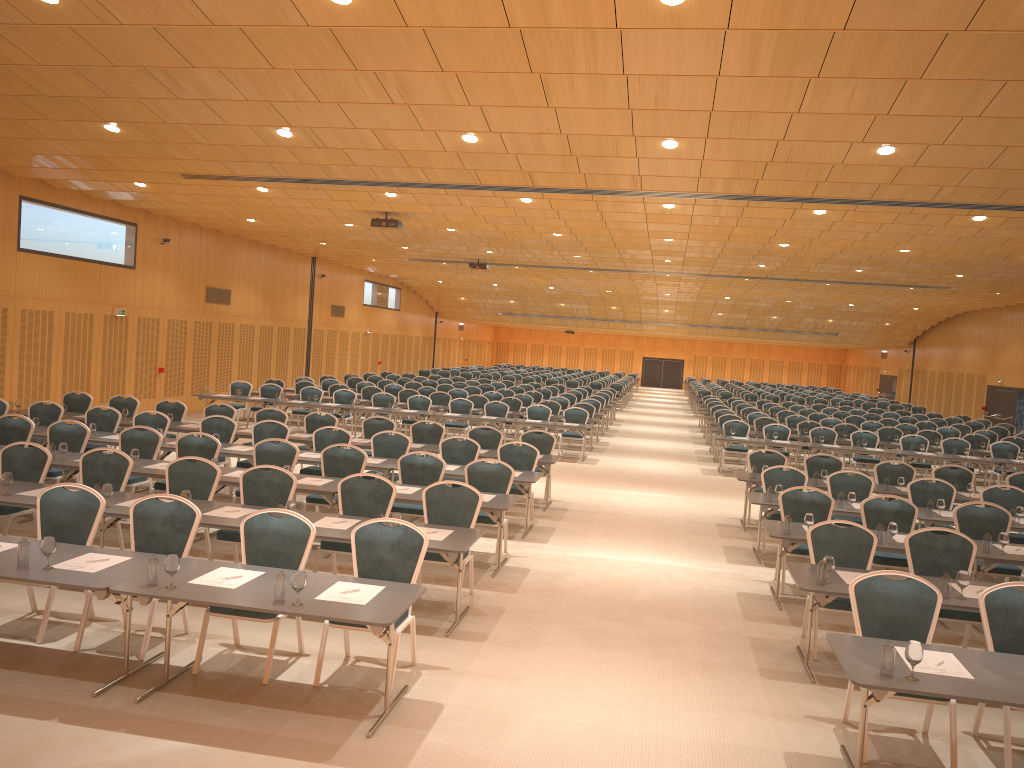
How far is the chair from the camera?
6.3 meters

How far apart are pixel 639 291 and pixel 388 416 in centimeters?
1492cm

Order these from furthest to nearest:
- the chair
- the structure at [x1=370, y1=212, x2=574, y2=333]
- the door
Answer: the door → the structure at [x1=370, y1=212, x2=574, y2=333] → the chair

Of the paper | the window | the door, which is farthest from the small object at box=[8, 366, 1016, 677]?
the door

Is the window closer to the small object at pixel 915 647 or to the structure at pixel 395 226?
the structure at pixel 395 226

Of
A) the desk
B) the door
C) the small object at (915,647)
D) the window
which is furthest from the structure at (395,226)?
the door

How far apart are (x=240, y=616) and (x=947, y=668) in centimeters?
464cm

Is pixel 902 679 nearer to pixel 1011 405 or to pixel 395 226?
pixel 395 226

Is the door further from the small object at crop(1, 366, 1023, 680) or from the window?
the small object at crop(1, 366, 1023, 680)

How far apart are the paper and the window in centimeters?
2493cm
